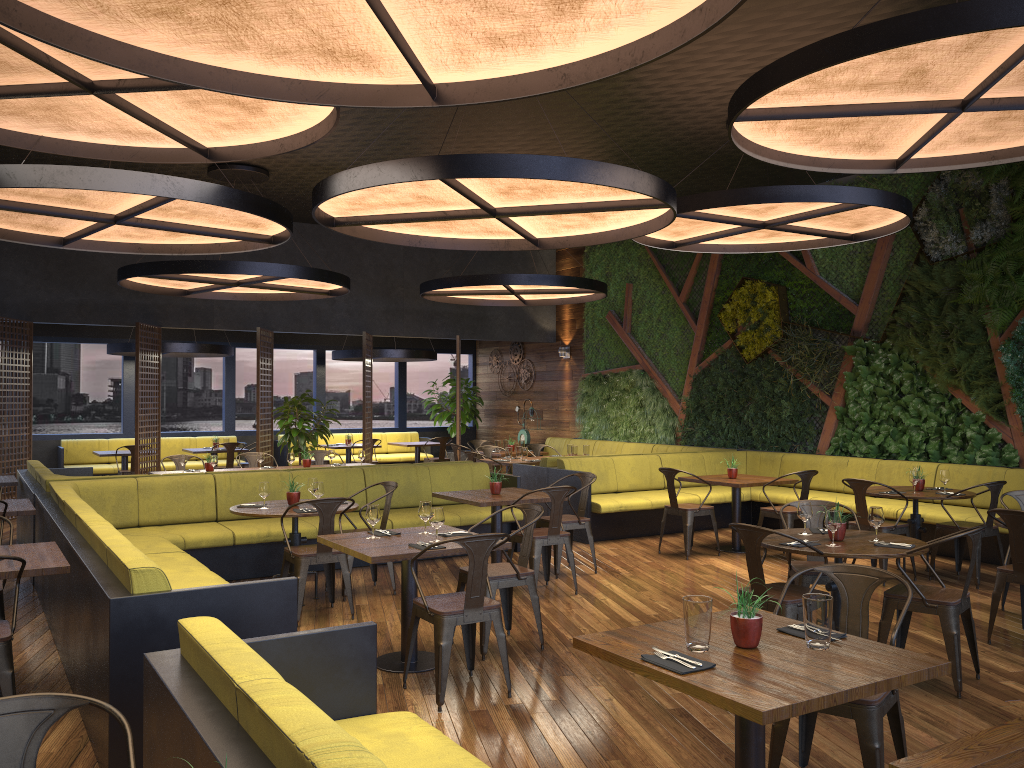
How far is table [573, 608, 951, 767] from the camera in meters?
2.6

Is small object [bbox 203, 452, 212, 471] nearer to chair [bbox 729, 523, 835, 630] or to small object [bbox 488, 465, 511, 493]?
small object [bbox 488, 465, 511, 493]

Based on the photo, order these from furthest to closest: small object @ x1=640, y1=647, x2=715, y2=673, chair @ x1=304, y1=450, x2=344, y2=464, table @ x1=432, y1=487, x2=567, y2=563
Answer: chair @ x1=304, y1=450, x2=344, y2=464
table @ x1=432, y1=487, x2=567, y2=563
small object @ x1=640, y1=647, x2=715, y2=673

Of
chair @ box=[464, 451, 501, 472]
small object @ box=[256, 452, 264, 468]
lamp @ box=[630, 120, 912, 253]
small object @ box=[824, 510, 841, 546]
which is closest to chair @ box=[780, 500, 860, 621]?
small object @ box=[824, 510, 841, 546]

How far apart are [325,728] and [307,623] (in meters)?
4.72

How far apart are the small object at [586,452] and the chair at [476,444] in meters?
2.8

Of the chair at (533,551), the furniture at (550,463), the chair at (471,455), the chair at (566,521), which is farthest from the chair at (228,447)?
the chair at (533,551)

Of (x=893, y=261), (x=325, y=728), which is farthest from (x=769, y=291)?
(x=325, y=728)

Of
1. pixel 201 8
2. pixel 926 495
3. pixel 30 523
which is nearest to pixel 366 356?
pixel 30 523

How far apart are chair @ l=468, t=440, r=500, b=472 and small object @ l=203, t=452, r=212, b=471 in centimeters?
558cm
